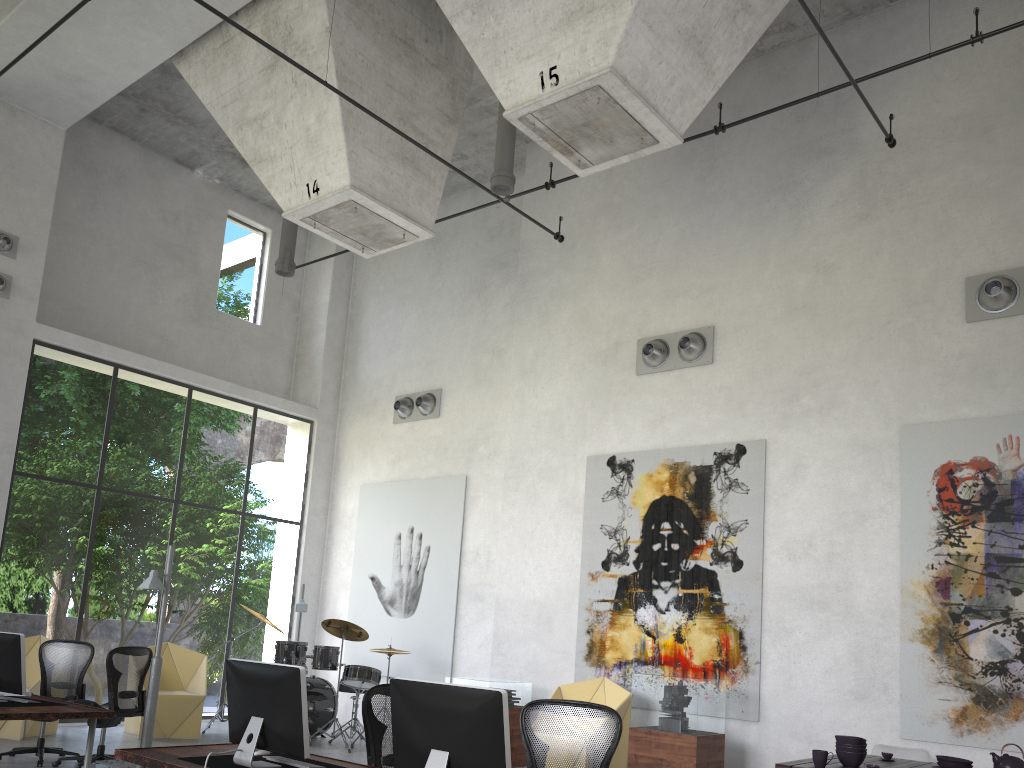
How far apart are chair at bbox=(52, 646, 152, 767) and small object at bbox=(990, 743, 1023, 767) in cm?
720

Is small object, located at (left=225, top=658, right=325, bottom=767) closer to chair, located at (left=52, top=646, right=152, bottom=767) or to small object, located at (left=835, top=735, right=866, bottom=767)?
small object, located at (left=835, top=735, right=866, bottom=767)

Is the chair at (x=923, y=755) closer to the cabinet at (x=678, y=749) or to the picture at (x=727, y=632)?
the cabinet at (x=678, y=749)

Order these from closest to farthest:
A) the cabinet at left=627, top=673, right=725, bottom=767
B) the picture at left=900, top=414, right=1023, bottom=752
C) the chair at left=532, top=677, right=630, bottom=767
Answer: the picture at left=900, top=414, right=1023, bottom=752
the cabinet at left=627, top=673, right=725, bottom=767
the chair at left=532, top=677, right=630, bottom=767

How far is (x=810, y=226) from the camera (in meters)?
9.97

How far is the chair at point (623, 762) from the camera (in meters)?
9.05

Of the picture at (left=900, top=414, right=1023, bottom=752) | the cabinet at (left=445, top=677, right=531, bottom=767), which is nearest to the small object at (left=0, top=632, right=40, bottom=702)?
the cabinet at (left=445, top=677, right=531, bottom=767)

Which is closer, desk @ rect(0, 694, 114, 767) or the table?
the table

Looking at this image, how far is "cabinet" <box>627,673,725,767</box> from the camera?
8.0 meters

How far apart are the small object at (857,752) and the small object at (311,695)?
6.5 meters
